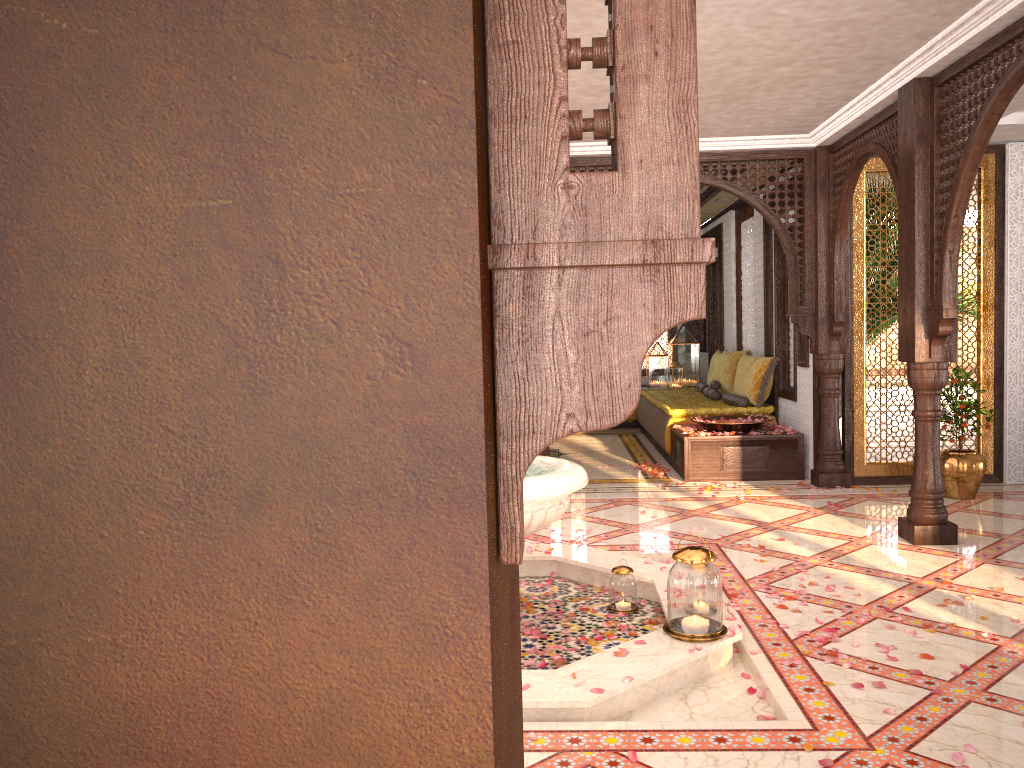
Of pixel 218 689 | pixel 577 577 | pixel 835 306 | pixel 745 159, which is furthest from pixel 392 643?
pixel 745 159

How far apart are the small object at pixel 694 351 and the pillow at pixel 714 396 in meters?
2.3 m

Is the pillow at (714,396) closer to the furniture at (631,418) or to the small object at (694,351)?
the furniture at (631,418)

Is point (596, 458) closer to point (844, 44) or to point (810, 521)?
point (810, 521)

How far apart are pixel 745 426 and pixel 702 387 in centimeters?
290cm

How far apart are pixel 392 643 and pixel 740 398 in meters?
8.4

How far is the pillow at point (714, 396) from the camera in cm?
983

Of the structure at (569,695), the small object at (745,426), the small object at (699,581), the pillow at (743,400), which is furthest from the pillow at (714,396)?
the small object at (699,581)

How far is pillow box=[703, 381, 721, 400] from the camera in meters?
9.8

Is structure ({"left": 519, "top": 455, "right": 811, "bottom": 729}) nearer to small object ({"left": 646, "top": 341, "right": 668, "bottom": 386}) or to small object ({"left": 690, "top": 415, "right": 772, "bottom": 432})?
small object ({"left": 690, "top": 415, "right": 772, "bottom": 432})
